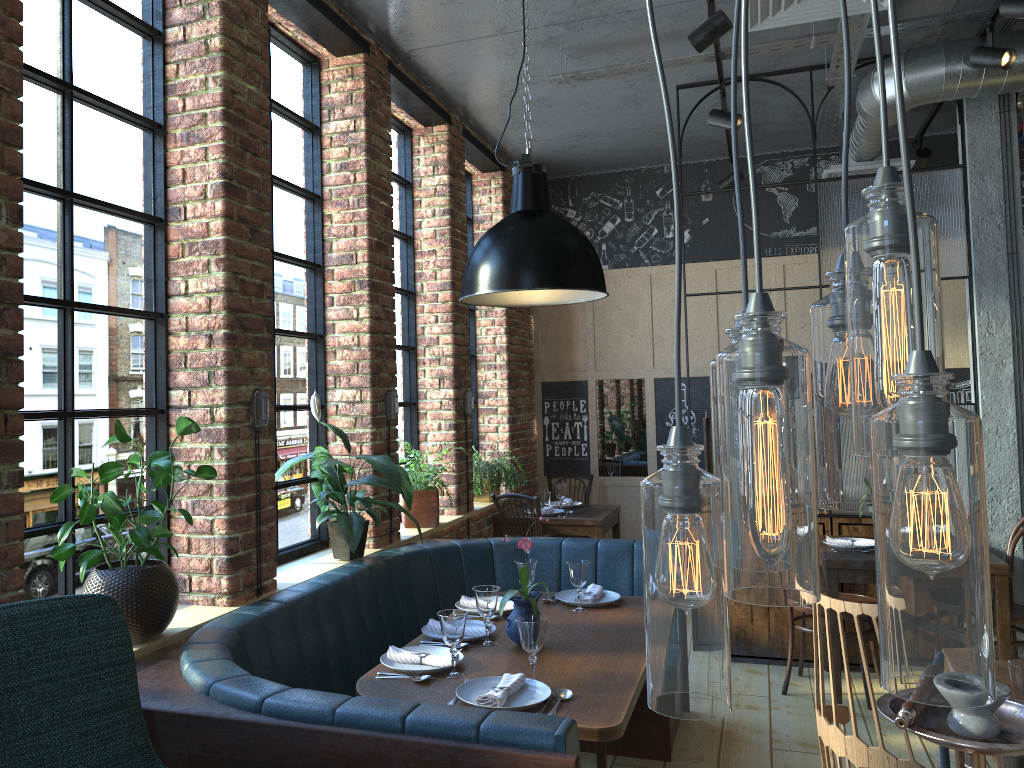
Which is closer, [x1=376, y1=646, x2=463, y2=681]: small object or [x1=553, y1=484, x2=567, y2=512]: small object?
[x1=376, y1=646, x2=463, y2=681]: small object

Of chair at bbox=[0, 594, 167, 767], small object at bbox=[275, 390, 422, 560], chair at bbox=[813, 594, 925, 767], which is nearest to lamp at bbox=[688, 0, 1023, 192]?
small object at bbox=[275, 390, 422, 560]

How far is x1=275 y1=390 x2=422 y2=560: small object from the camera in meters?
3.6

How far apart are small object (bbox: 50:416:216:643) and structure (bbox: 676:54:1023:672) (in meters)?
3.37

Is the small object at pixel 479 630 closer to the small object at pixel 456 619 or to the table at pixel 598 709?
the table at pixel 598 709

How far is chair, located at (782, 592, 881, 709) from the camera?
4.48m

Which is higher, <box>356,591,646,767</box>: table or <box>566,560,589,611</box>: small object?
Answer: <box>566,560,589,611</box>: small object

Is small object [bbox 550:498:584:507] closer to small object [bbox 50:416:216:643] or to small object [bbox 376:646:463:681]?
small object [bbox 376:646:463:681]

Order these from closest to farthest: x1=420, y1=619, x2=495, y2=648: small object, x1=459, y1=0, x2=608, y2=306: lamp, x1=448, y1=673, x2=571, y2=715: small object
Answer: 1. x1=448, y1=673, x2=571, y2=715: small object
2. x1=459, y1=0, x2=608, y2=306: lamp
3. x1=420, y1=619, x2=495, y2=648: small object

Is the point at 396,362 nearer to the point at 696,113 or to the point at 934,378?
the point at 696,113
